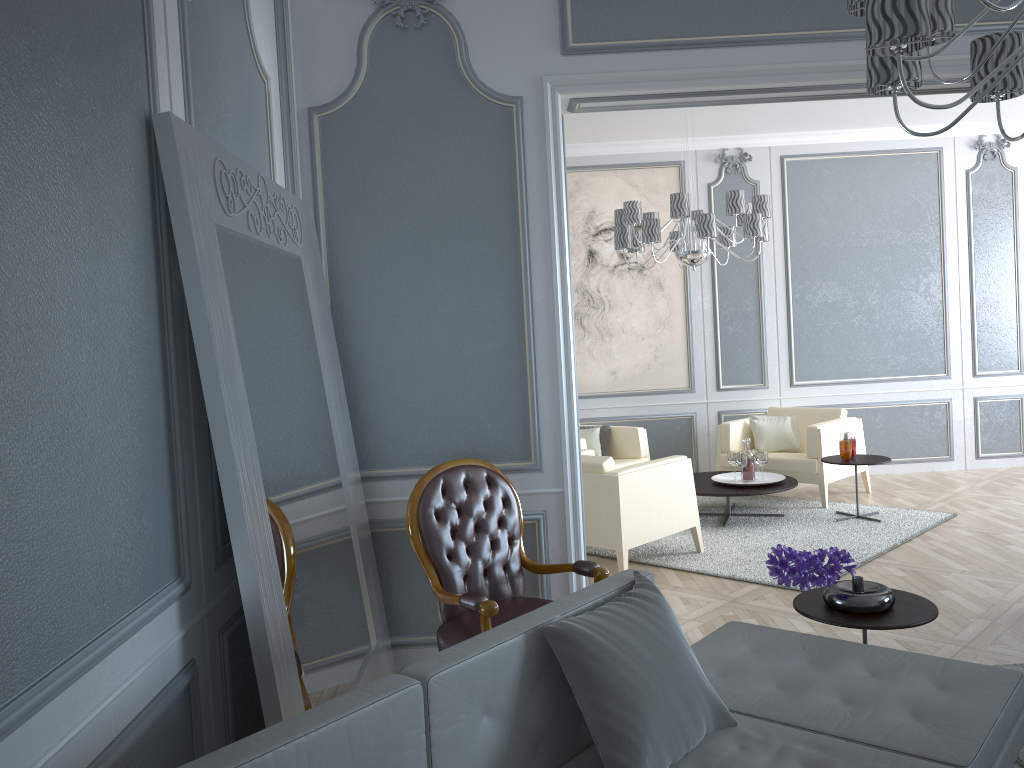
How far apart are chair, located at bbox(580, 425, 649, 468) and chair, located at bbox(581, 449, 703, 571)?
0.9 meters

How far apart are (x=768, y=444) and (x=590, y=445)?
1.3m

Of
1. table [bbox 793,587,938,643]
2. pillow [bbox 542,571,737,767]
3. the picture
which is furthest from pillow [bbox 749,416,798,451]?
pillow [bbox 542,571,737,767]

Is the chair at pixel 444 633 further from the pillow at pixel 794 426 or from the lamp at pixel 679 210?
the pillow at pixel 794 426

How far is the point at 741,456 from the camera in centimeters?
568cm

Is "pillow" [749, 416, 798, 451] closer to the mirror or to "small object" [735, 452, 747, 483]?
"small object" [735, 452, 747, 483]

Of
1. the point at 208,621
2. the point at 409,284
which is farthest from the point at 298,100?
the point at 208,621

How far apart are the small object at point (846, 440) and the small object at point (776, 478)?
0.43m

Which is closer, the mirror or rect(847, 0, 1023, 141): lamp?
rect(847, 0, 1023, 141): lamp

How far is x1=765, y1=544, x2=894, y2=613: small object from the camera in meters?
2.6 m
